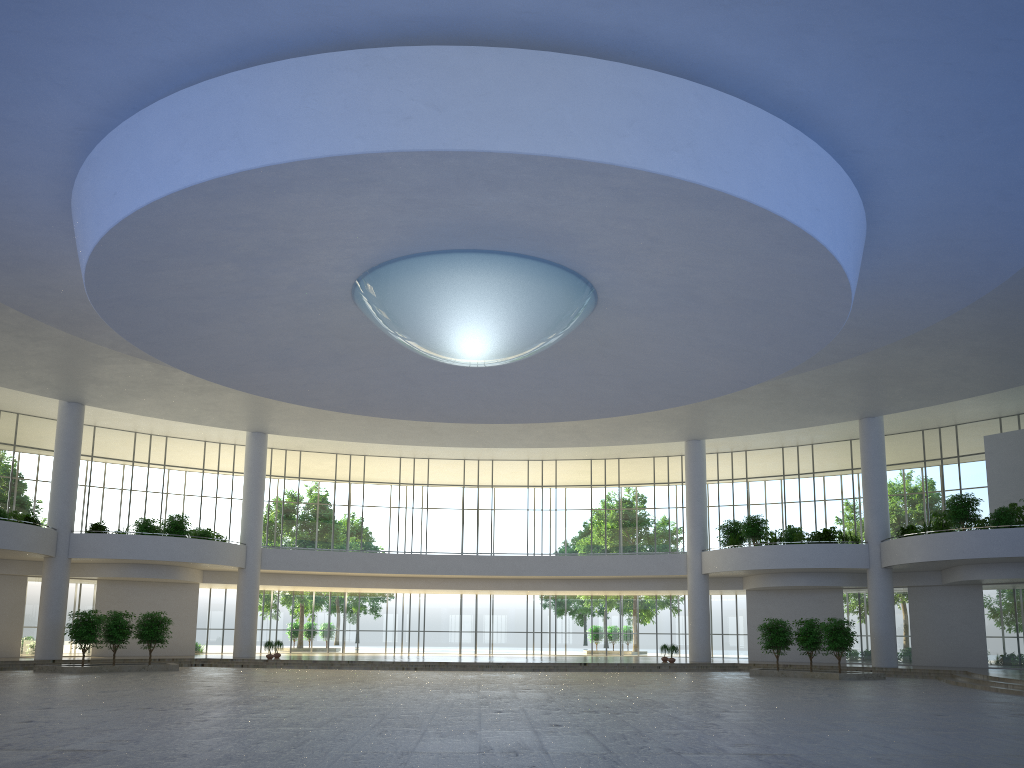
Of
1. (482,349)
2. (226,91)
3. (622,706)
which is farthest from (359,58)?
(622,706)
